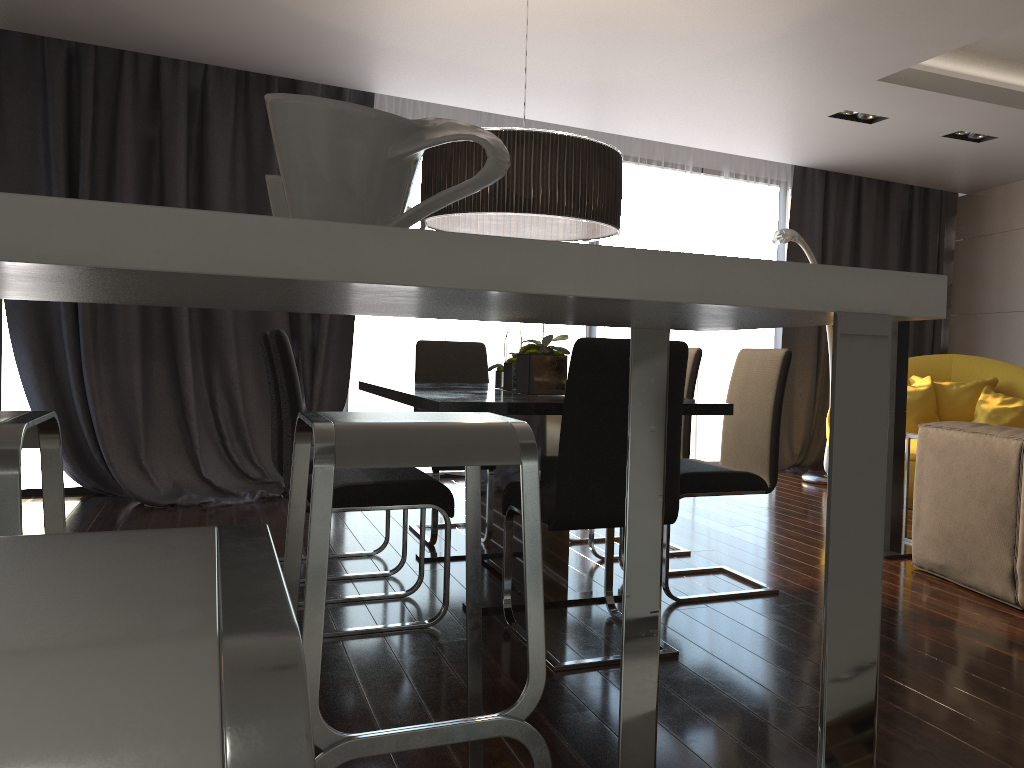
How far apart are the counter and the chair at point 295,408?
1.7 meters

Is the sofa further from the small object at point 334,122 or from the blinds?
the blinds

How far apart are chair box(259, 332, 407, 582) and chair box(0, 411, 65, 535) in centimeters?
195cm

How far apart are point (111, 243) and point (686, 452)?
3.63m

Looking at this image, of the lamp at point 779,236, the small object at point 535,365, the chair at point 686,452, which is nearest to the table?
the small object at point 535,365

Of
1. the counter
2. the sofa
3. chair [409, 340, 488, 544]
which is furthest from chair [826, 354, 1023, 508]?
the counter

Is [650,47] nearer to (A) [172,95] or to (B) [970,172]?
(A) [172,95]

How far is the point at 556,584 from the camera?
3.21m

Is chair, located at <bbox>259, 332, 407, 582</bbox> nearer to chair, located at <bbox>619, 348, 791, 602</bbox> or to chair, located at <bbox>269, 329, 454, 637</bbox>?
chair, located at <bbox>269, 329, 454, 637</bbox>

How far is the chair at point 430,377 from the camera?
4.6m
